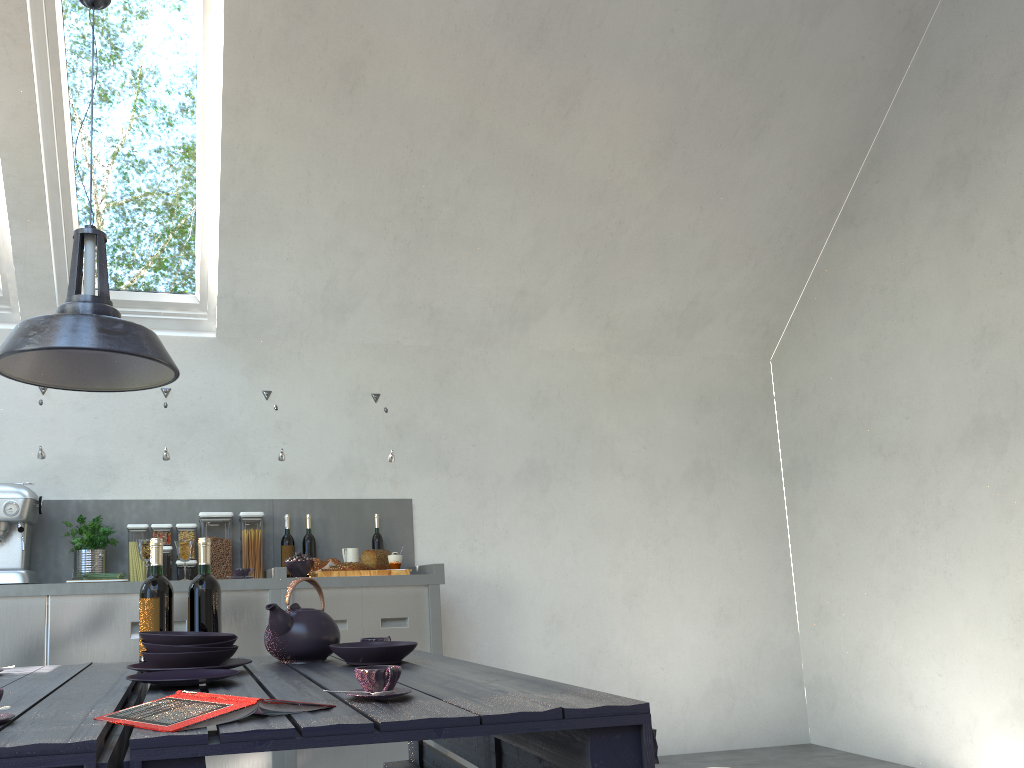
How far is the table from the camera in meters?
1.1 m

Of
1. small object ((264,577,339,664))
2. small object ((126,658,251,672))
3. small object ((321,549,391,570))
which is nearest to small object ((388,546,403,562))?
small object ((321,549,391,570))

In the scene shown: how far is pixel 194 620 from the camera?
2.3m

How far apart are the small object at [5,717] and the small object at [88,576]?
2.8 meters

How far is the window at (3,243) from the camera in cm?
414

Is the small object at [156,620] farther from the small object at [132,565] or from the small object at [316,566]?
the small object at [132,565]

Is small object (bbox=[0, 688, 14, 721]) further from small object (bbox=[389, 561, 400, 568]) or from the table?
small object (bbox=[389, 561, 400, 568])

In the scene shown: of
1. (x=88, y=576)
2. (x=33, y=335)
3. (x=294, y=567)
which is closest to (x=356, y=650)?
(x=33, y=335)

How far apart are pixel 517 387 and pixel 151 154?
2.30m

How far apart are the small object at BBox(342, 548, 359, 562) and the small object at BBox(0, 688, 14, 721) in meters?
3.0
